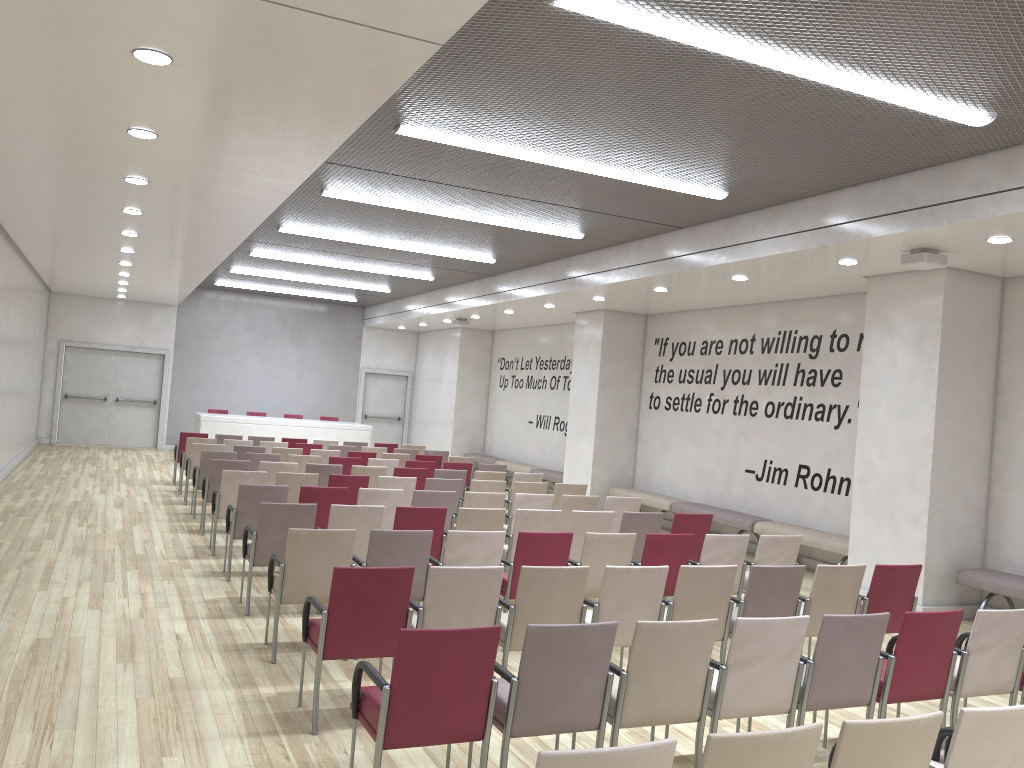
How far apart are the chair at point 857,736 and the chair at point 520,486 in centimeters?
713cm

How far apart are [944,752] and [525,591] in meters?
2.3

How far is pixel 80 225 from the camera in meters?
10.5 m

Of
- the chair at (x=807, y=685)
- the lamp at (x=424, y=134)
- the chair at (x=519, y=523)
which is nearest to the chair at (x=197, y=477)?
the chair at (x=519, y=523)

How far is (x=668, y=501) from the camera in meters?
13.4

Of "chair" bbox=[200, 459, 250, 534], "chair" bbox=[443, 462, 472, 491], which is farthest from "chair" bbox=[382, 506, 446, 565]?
"chair" bbox=[443, 462, 472, 491]

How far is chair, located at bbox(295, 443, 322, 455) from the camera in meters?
14.3 m

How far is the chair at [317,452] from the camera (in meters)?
13.17

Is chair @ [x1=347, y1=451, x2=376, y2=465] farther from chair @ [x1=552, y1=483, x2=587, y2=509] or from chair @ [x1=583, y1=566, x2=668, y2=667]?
chair @ [x1=583, y1=566, x2=668, y2=667]

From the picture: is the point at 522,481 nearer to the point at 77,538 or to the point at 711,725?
the point at 77,538
